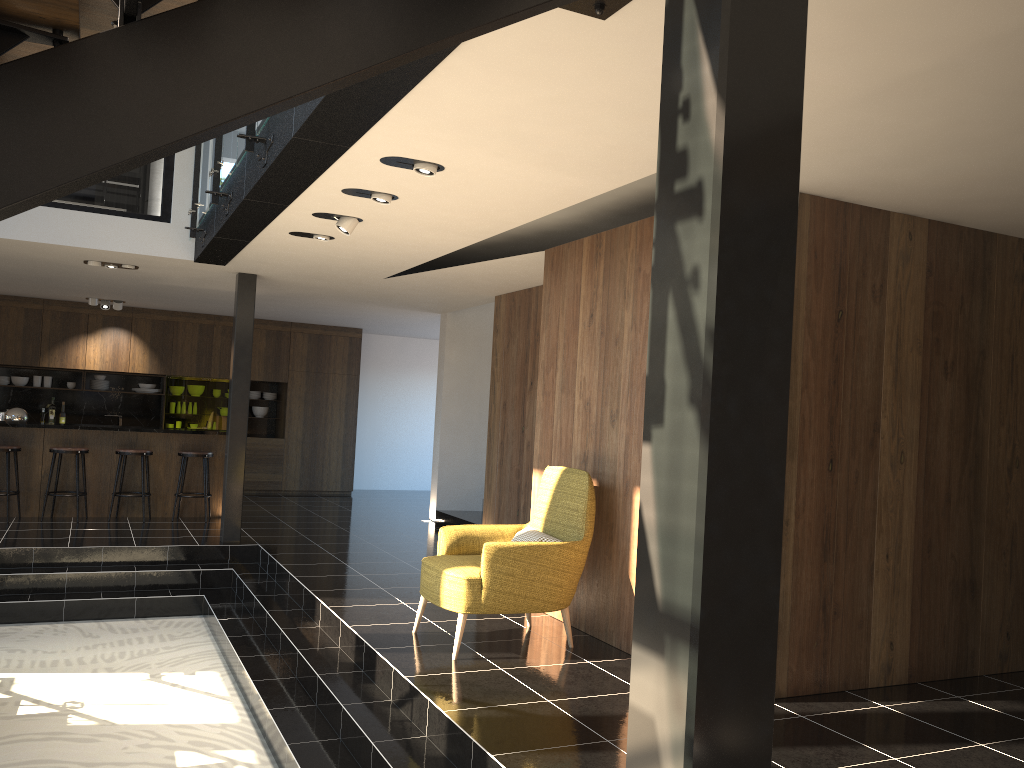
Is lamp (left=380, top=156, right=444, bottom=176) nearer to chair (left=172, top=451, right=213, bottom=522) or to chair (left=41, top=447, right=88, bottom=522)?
chair (left=172, top=451, right=213, bottom=522)

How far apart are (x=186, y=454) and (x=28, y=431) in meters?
1.7 m

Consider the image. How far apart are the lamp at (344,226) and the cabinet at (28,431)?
5.4m

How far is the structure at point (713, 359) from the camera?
1.4 meters

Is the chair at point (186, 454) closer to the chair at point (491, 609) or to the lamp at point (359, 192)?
the chair at point (491, 609)

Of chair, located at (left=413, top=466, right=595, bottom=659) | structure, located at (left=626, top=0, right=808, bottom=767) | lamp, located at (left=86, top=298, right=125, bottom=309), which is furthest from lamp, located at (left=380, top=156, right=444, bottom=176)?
lamp, located at (left=86, top=298, right=125, bottom=309)

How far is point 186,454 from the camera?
10.1 meters

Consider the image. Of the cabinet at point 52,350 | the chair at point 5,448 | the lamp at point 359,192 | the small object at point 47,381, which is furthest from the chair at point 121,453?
the lamp at point 359,192

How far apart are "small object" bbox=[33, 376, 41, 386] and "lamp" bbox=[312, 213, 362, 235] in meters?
8.9 m

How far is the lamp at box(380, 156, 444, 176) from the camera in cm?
457
